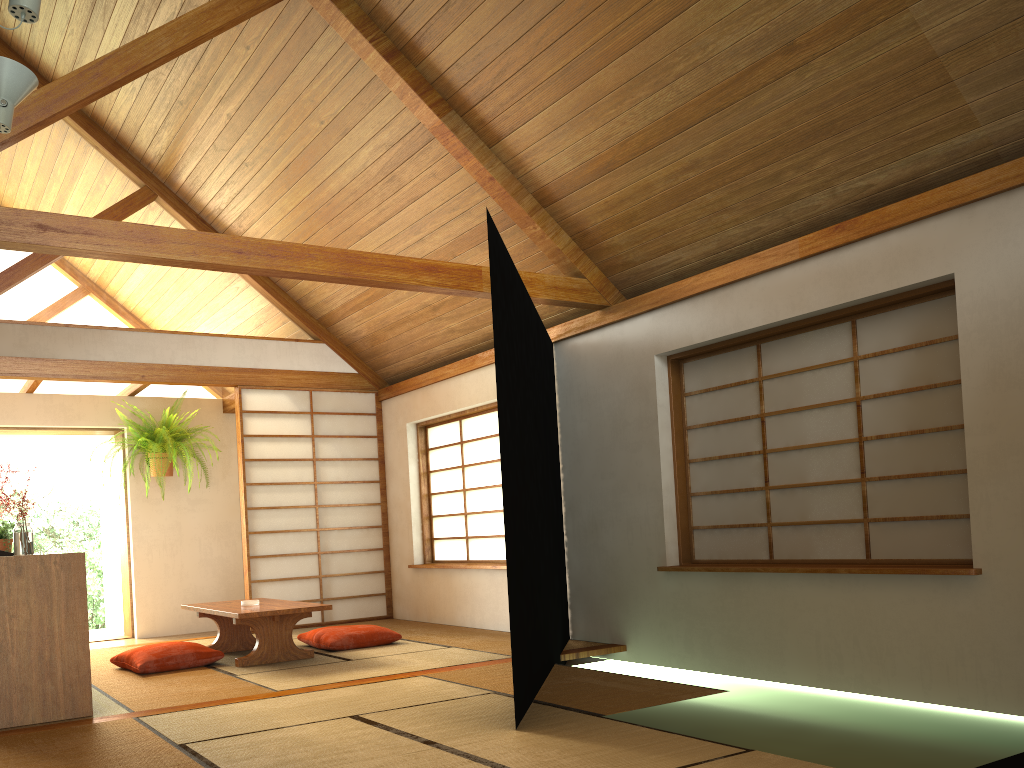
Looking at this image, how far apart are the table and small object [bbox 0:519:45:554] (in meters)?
1.15

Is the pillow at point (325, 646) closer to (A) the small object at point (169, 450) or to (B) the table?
(B) the table

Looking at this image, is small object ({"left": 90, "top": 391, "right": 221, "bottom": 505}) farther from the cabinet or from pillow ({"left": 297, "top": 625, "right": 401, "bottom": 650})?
the cabinet

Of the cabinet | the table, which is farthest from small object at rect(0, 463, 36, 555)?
the table

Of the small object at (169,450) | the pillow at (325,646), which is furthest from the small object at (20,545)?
the small object at (169,450)

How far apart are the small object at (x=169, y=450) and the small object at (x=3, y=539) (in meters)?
1.74

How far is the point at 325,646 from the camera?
5.6m

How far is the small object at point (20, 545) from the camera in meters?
4.2

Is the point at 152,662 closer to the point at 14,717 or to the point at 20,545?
the point at 20,545

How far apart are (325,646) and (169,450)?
2.8m
